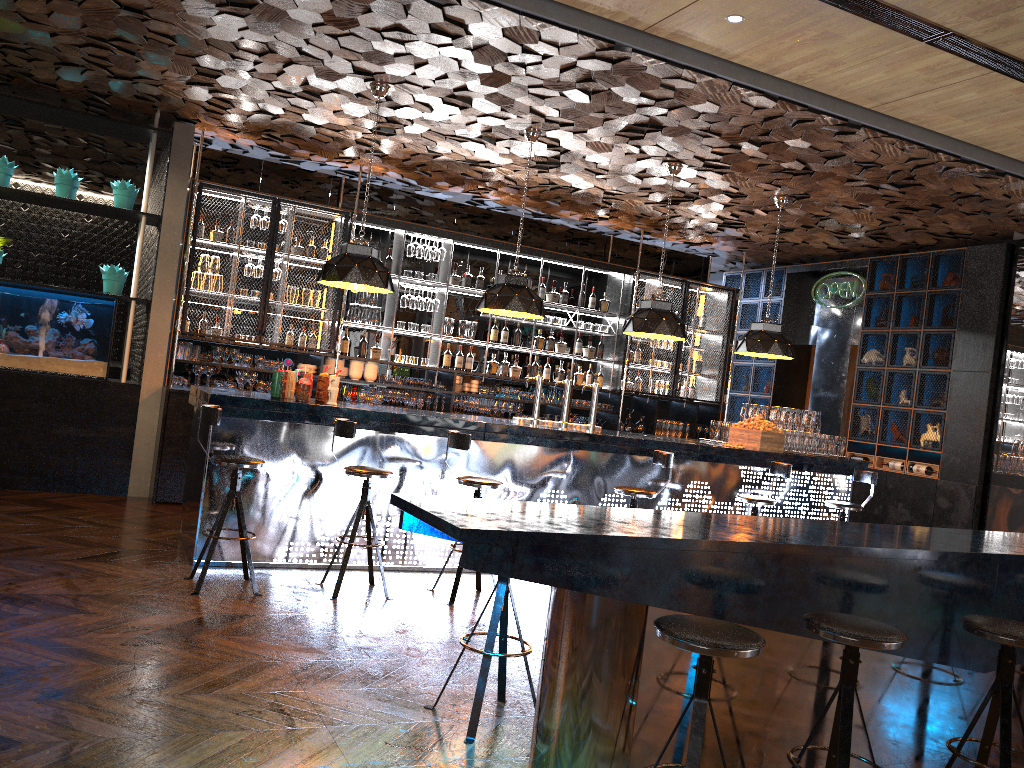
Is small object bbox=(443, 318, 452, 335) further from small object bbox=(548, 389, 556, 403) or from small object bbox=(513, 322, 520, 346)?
small object bbox=(548, 389, 556, 403)

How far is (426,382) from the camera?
9.7m

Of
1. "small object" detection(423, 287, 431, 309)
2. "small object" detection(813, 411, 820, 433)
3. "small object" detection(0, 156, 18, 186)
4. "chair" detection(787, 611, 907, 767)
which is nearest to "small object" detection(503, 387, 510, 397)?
"small object" detection(423, 287, 431, 309)

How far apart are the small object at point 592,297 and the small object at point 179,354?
4.77m

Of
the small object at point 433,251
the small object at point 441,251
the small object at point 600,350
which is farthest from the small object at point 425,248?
the small object at point 600,350

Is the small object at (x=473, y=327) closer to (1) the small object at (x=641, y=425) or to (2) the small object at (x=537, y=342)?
(2) the small object at (x=537, y=342)

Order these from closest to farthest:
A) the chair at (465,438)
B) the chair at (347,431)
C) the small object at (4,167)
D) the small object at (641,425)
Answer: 1. the chair at (347,431)
2. the chair at (465,438)
3. the small object at (4,167)
4. the small object at (641,425)

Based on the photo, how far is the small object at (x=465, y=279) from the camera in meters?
10.0 m

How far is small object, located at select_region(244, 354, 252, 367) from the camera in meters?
8.8 m

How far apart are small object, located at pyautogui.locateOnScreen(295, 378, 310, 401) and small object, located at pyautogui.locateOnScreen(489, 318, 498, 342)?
4.05m
